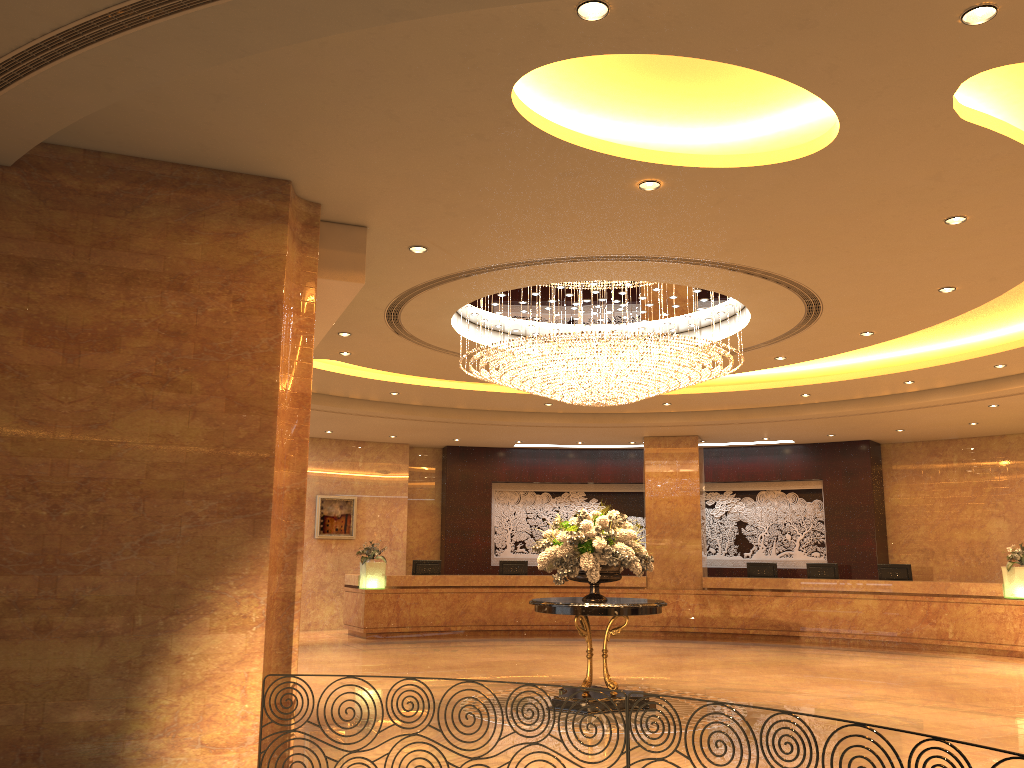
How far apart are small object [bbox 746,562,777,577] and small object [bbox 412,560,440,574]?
6.3m

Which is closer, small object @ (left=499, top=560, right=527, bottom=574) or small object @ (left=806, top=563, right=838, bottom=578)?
small object @ (left=806, top=563, right=838, bottom=578)

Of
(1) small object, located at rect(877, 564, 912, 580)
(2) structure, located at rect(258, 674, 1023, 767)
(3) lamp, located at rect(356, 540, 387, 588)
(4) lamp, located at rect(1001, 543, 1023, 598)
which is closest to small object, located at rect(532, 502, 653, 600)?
(2) structure, located at rect(258, 674, 1023, 767)

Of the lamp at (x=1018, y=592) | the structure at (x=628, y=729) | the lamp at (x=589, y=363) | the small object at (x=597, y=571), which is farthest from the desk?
the structure at (x=628, y=729)

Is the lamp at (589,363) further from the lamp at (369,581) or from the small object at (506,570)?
the small object at (506,570)

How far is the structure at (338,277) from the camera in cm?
703

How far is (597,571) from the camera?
9.2m

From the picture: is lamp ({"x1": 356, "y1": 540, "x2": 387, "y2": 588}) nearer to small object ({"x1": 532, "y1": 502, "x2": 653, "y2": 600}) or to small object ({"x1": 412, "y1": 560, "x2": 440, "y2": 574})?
small object ({"x1": 412, "y1": 560, "x2": 440, "y2": 574})

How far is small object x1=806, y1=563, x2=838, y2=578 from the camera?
17.0m

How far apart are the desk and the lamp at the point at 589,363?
7.24m
